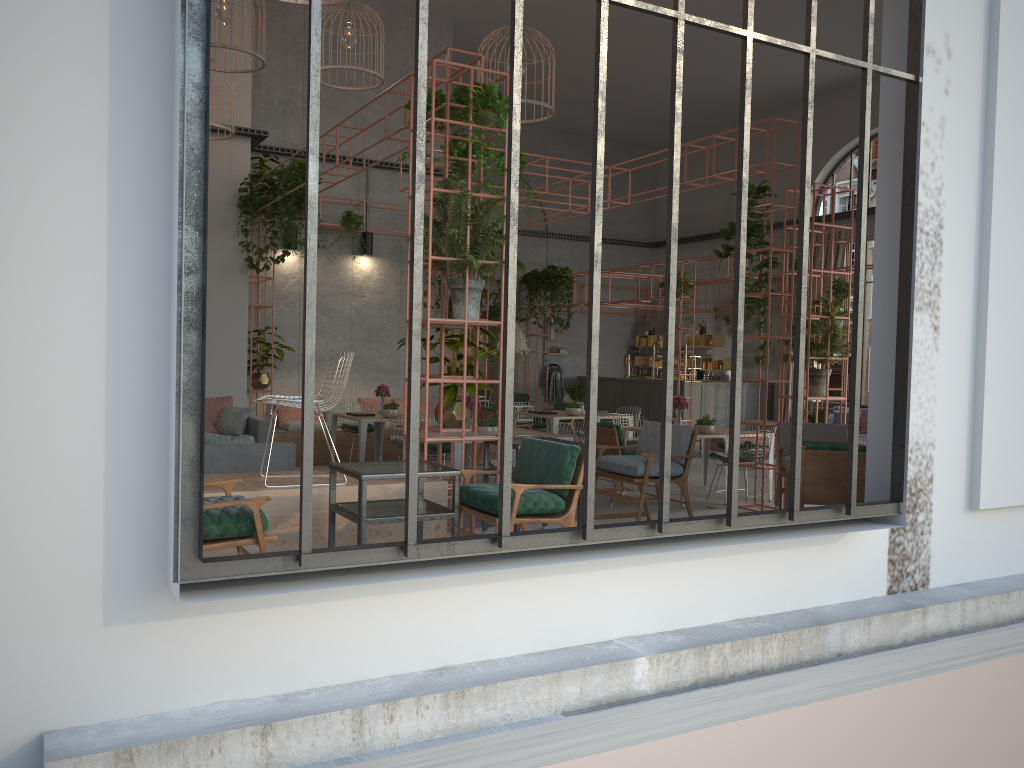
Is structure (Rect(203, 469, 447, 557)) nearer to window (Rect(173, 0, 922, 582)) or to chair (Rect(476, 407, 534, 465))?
window (Rect(173, 0, 922, 582))

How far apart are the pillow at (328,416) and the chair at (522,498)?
8.27m

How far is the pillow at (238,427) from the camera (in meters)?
10.61

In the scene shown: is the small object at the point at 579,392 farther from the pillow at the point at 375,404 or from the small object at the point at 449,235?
the small object at the point at 449,235

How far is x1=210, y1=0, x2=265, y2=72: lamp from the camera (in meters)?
9.48

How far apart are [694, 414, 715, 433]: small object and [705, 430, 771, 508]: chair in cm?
29

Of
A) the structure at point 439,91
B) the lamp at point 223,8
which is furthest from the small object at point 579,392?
the lamp at point 223,8

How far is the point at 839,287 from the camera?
13.36m

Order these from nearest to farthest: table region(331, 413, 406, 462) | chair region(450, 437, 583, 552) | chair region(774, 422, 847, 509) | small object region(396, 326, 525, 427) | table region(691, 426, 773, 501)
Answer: chair region(450, 437, 583, 552), small object region(396, 326, 525, 427), chair region(774, 422, 847, 509), table region(331, 413, 406, 462), table region(691, 426, 773, 501)

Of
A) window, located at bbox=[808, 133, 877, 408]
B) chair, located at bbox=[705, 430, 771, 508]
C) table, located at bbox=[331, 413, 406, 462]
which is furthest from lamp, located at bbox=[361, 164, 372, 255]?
window, located at bbox=[808, 133, 877, 408]
